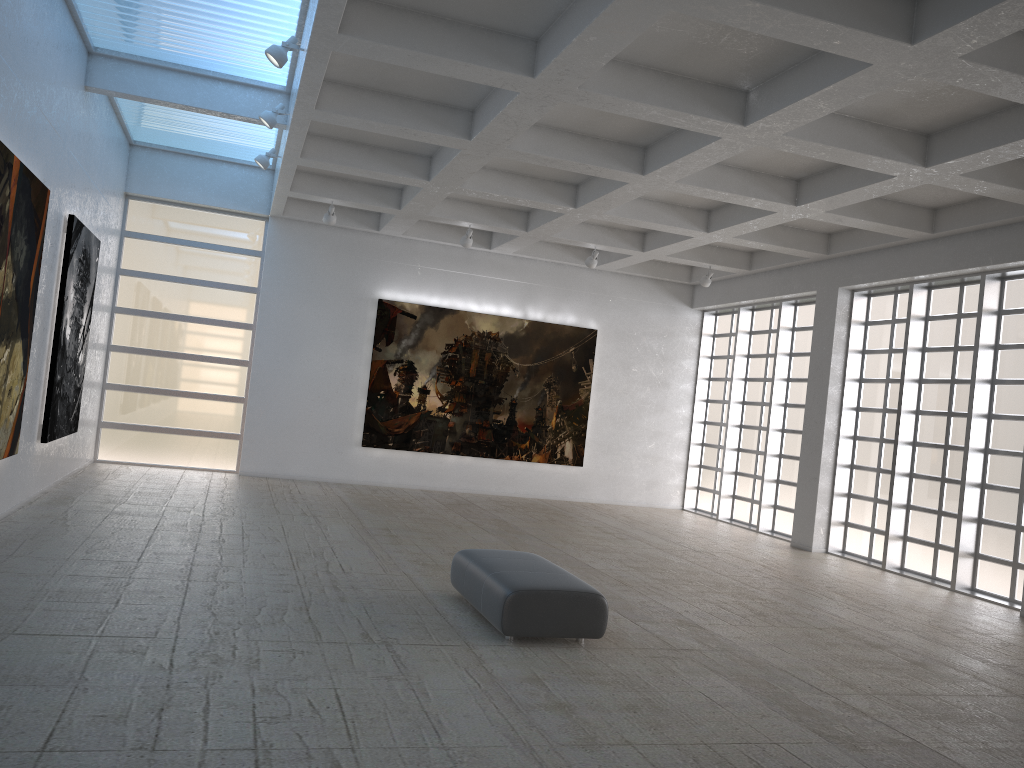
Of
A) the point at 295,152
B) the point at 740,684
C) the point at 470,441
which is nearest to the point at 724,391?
the point at 470,441

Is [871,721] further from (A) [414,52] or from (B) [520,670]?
(A) [414,52]

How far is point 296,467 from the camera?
29.66m

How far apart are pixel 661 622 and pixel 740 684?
3.09m
